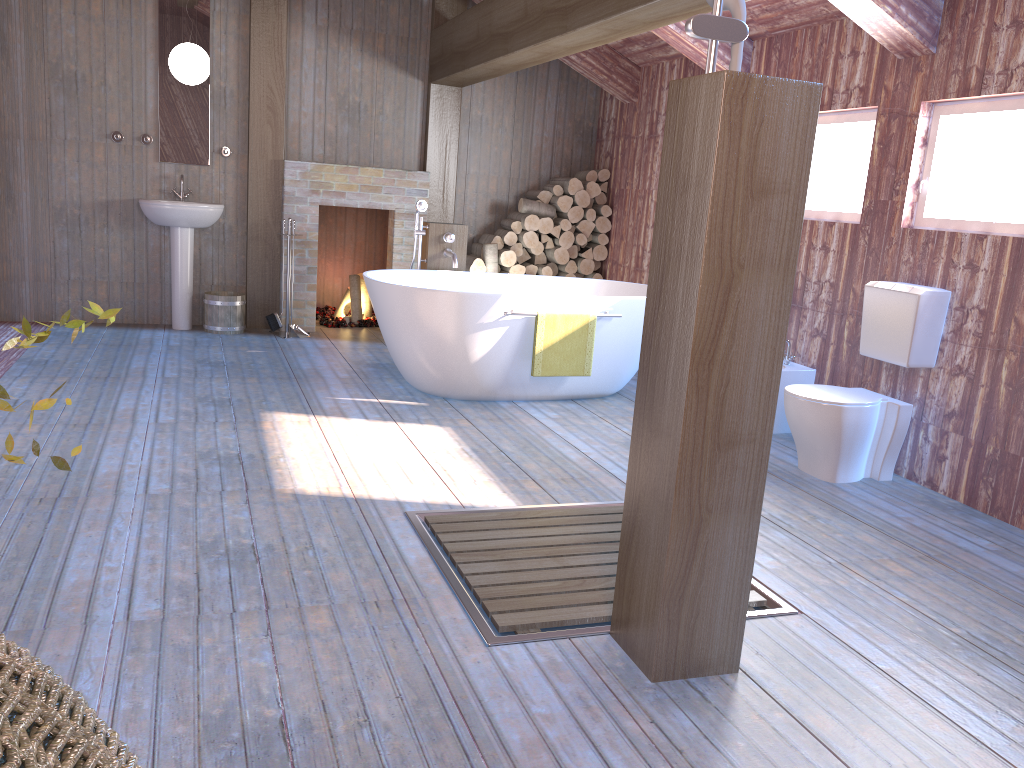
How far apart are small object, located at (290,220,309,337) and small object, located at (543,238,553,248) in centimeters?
208cm

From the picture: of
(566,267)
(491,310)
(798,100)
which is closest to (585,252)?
(566,267)

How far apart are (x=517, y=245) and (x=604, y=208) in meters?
0.8

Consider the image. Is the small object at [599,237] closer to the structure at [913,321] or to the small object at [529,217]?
the small object at [529,217]

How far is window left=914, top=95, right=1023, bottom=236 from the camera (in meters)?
3.77

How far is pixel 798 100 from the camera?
2.0 meters

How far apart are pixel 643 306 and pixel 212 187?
3.56m

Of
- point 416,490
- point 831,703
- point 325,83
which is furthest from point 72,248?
point 831,703

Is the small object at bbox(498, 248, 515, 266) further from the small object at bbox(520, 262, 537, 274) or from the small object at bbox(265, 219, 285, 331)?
the small object at bbox(265, 219, 285, 331)

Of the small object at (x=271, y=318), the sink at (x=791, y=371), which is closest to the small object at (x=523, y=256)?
the small object at (x=271, y=318)
